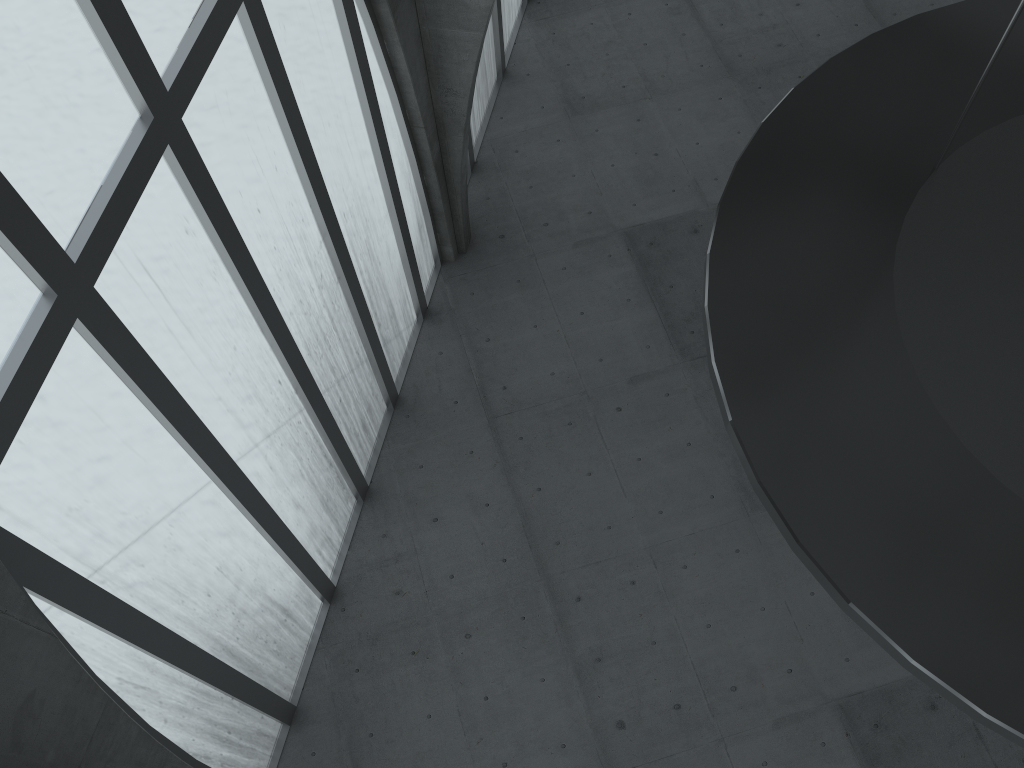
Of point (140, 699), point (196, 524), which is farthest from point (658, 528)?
point (140, 699)

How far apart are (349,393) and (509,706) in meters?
9.0 m
